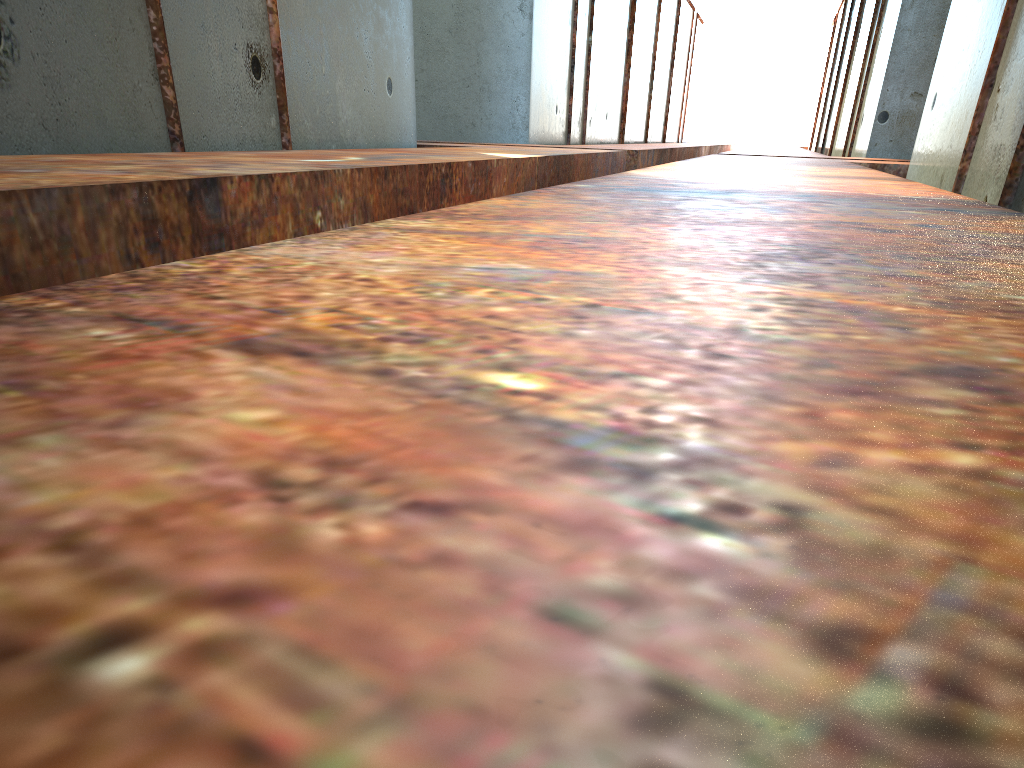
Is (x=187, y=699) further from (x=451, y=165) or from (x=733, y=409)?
(x=451, y=165)

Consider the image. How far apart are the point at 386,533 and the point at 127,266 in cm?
233
